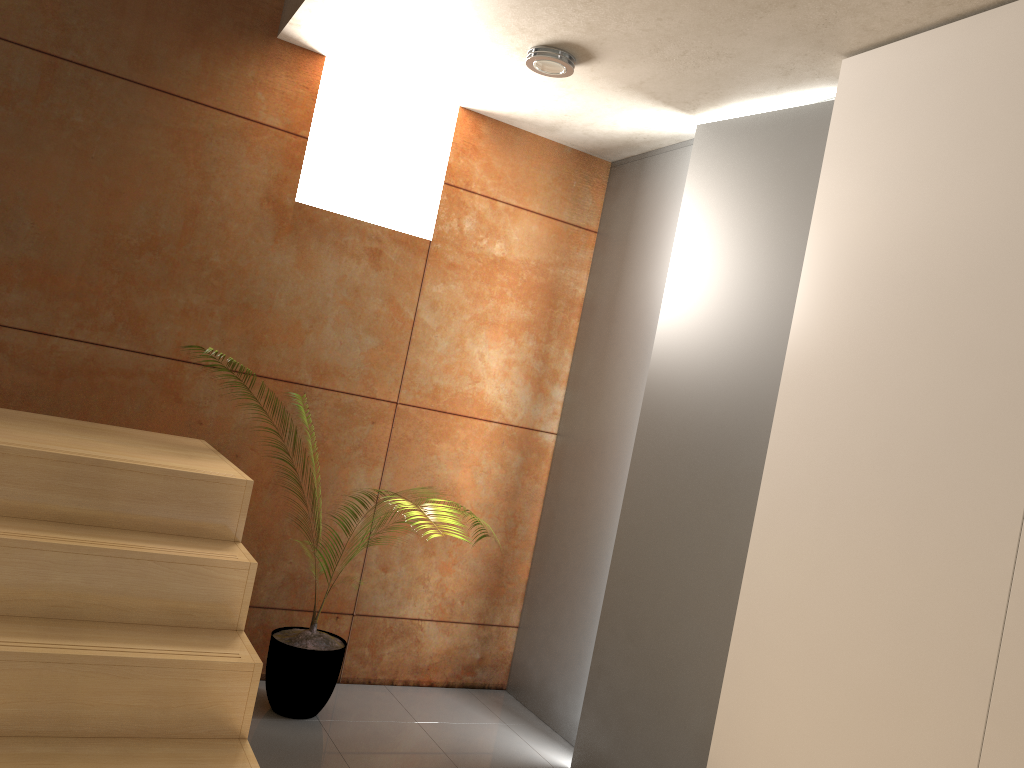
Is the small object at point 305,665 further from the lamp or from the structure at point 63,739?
the lamp

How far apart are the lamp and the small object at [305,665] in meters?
2.2 m

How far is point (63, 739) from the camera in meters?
1.9 m

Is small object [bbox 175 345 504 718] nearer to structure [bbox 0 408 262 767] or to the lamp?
structure [bbox 0 408 262 767]

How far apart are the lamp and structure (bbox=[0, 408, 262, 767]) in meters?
1.7

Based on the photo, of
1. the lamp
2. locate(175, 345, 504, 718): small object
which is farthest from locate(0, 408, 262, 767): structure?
the lamp

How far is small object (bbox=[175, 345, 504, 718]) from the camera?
3.23m

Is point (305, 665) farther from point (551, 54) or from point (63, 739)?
point (551, 54)

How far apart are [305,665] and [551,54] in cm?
234

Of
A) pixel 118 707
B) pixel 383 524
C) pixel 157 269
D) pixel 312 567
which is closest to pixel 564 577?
pixel 383 524
